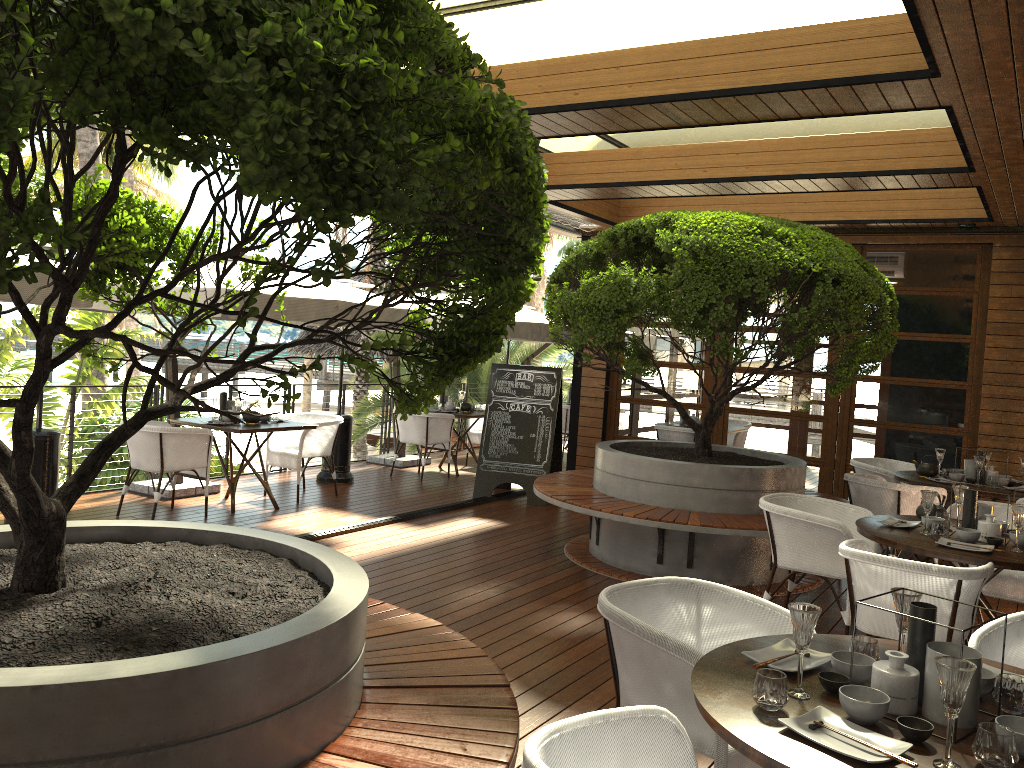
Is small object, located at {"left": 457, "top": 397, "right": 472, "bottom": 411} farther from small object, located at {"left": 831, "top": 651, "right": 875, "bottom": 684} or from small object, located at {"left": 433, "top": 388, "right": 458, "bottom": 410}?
small object, located at {"left": 831, "top": 651, "right": 875, "bottom": 684}

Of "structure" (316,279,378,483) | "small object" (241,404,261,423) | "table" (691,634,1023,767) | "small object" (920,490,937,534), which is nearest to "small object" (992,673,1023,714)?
"table" (691,634,1023,767)

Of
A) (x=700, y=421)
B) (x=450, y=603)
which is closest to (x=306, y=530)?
(x=450, y=603)

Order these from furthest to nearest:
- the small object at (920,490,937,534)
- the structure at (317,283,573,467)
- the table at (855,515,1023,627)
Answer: the structure at (317,283,573,467) < the small object at (920,490,937,534) < the table at (855,515,1023,627)

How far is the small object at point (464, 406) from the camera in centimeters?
1073cm

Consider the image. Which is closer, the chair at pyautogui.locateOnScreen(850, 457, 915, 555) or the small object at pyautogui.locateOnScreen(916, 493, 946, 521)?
the small object at pyautogui.locateOnScreen(916, 493, 946, 521)

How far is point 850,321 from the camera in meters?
5.7 m

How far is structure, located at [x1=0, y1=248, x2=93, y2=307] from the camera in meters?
5.1

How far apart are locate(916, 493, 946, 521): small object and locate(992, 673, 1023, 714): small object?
2.9 meters

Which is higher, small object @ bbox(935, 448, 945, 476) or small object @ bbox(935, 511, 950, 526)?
small object @ bbox(935, 448, 945, 476)
